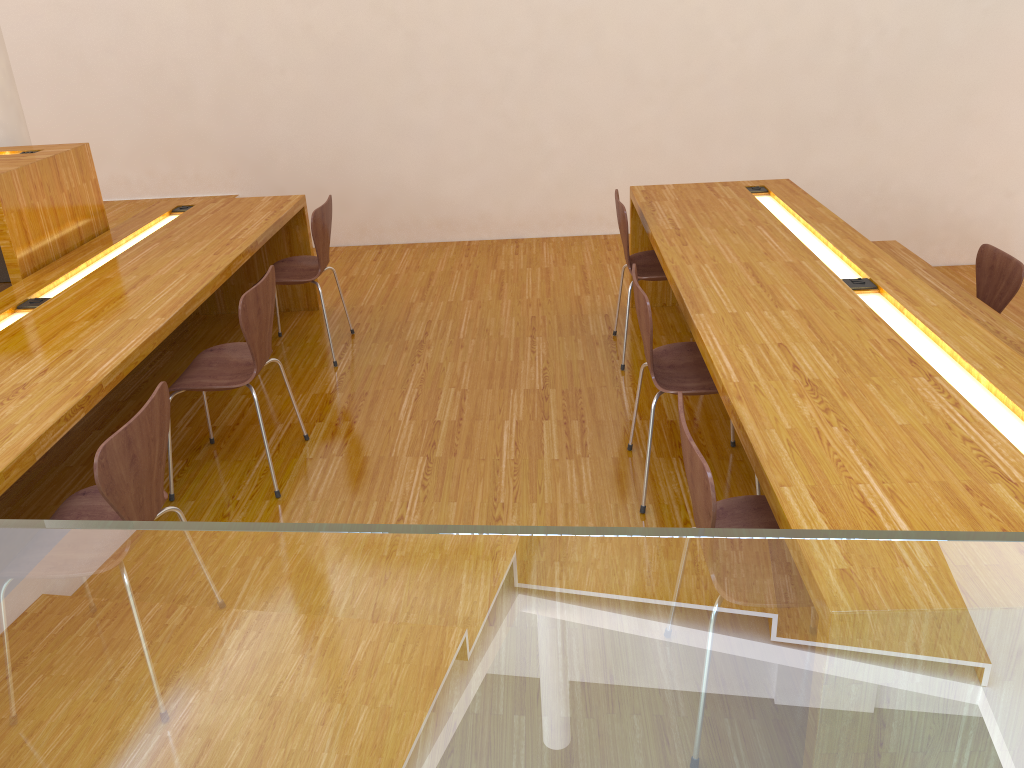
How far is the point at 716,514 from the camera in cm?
164

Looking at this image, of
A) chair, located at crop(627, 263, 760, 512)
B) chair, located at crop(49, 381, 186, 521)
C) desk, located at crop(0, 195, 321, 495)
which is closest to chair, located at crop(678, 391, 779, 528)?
chair, located at crop(627, 263, 760, 512)

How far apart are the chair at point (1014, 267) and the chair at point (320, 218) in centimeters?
288cm

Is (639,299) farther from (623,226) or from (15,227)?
(15,227)

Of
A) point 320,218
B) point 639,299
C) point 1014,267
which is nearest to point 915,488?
point 639,299

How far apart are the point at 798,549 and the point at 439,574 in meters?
0.5

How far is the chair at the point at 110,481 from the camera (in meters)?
1.86

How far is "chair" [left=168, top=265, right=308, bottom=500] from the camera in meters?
2.8

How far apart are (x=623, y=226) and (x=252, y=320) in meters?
1.6 m

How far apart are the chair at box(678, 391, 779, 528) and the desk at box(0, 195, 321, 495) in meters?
1.5
